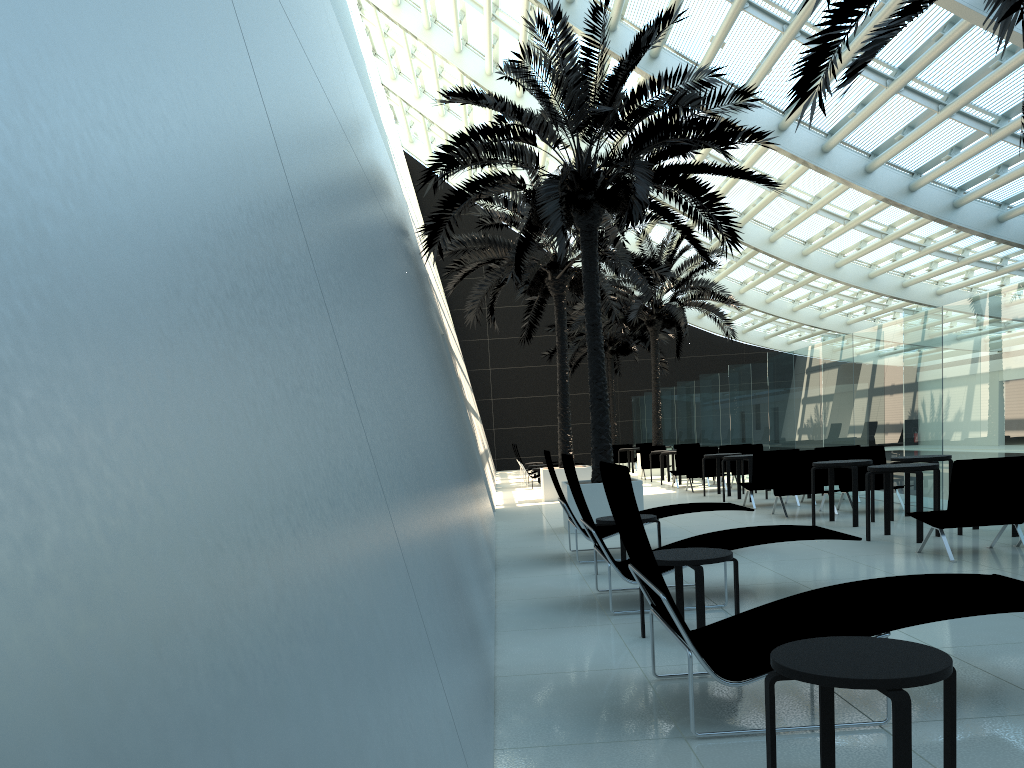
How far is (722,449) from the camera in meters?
19.0 m

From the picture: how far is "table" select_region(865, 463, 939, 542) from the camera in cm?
867

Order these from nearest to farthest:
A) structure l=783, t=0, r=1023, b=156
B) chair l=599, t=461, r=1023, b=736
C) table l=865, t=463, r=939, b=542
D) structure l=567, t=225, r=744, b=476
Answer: chair l=599, t=461, r=1023, b=736, structure l=783, t=0, r=1023, b=156, table l=865, t=463, r=939, b=542, structure l=567, t=225, r=744, b=476

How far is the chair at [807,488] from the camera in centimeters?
1226cm

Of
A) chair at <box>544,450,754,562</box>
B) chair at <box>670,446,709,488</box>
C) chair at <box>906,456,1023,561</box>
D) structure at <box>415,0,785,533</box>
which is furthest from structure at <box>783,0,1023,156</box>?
chair at <box>670,446,709,488</box>

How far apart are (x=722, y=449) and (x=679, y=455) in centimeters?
95cm

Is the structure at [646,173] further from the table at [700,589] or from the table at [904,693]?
the table at [904,693]

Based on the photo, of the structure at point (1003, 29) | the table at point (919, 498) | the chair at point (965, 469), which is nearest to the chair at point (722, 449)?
the table at point (919, 498)

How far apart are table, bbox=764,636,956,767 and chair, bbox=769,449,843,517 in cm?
953

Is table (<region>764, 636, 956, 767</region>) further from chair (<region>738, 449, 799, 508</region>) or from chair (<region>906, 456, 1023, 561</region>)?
chair (<region>738, 449, 799, 508</region>)
